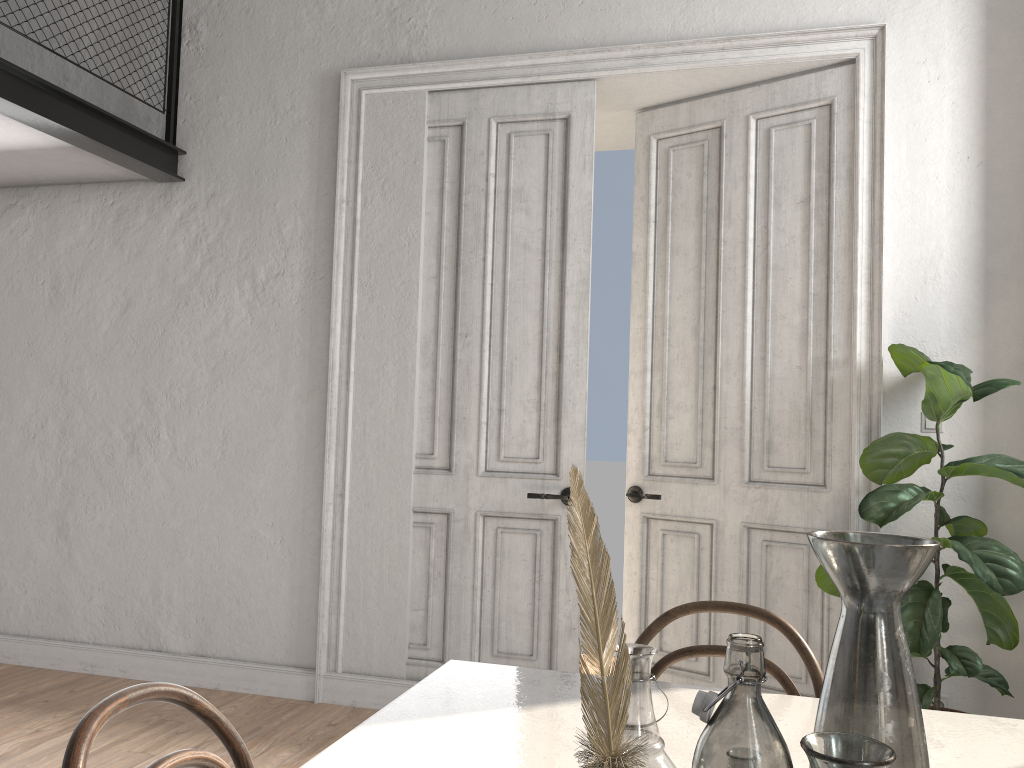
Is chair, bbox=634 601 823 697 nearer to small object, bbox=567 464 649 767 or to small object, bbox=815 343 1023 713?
small object, bbox=567 464 649 767

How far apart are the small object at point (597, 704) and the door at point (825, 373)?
3.1 meters

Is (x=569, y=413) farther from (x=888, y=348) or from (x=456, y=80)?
(x=456, y=80)

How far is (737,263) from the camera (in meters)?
3.88

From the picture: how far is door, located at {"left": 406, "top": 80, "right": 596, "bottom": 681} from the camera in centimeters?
386cm

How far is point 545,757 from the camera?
A: 1.29m

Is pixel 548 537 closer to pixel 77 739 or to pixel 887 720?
pixel 77 739

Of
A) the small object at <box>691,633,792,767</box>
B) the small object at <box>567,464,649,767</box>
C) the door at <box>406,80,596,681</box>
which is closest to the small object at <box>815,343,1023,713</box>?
the door at <box>406,80,596,681</box>

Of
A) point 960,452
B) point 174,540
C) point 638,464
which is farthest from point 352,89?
point 960,452

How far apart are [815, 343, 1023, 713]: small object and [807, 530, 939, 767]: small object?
2.12m
